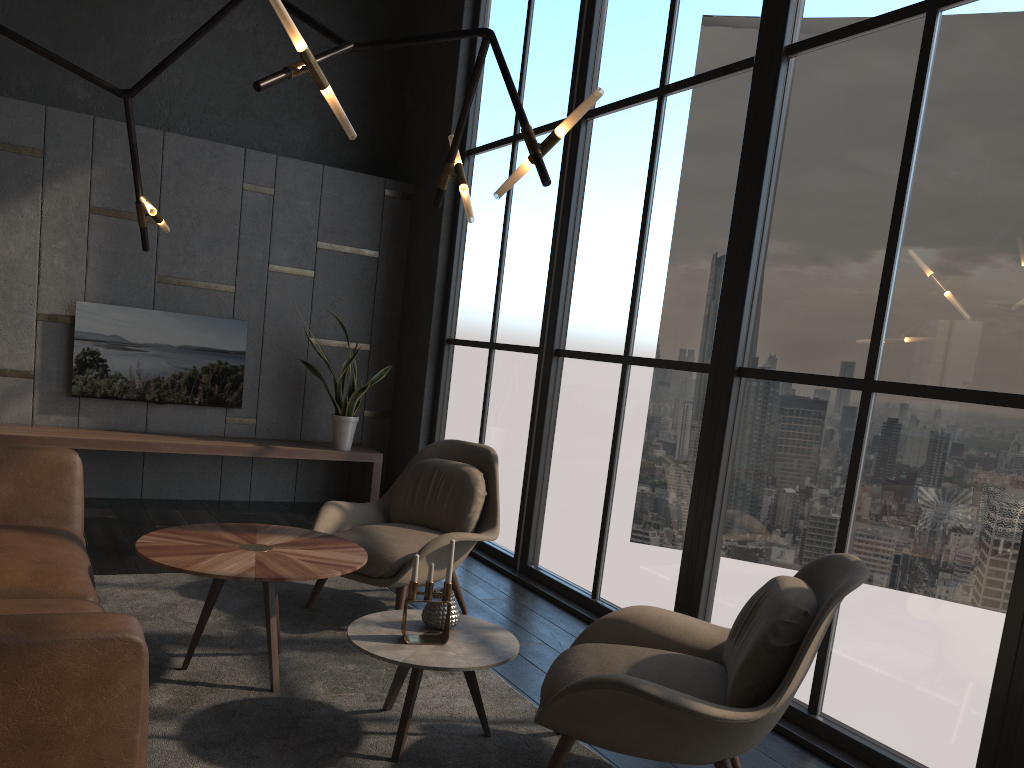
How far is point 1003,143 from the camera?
2.9 meters

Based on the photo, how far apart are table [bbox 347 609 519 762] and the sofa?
0.7m

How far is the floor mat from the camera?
2.7 meters

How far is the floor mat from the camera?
2.67m

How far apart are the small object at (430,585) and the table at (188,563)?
0.3m

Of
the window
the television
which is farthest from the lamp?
the television

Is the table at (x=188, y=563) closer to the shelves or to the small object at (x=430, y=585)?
the small object at (x=430, y=585)

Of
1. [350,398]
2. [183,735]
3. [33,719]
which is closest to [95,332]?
[350,398]

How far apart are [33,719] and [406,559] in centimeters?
229cm

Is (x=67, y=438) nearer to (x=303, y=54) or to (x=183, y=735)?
(x=183, y=735)
